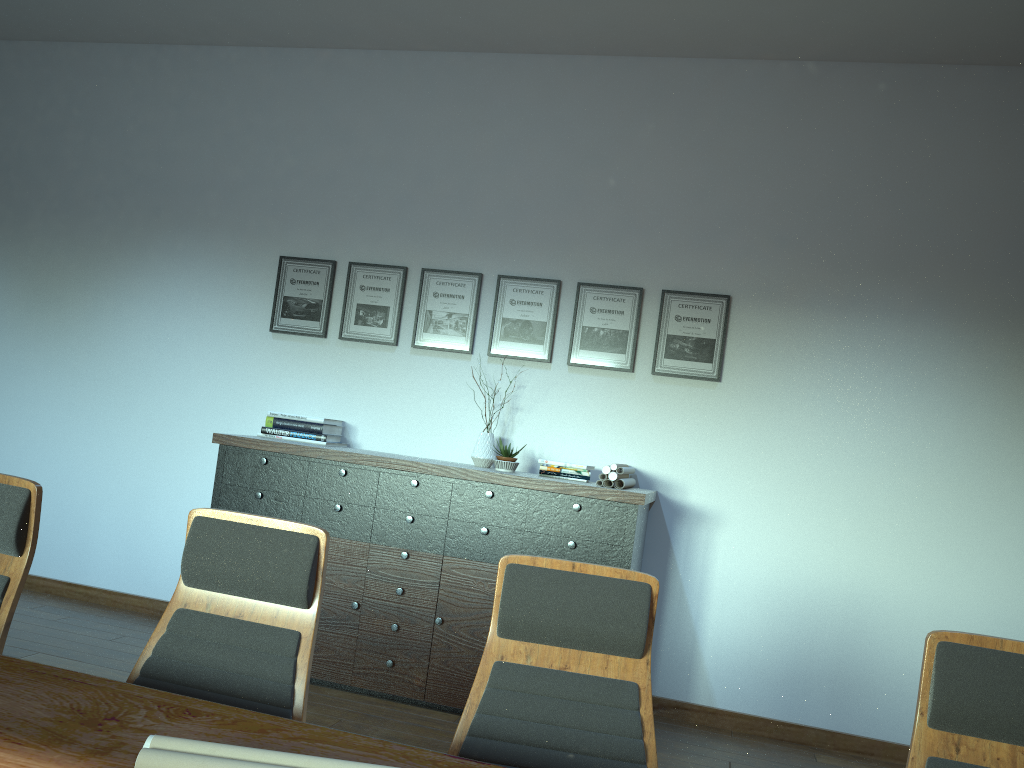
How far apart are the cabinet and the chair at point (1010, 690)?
2.39m

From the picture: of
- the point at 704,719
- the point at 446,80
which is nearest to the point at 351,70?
the point at 446,80

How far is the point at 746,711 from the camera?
4.8 meters

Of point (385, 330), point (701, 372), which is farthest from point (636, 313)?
point (385, 330)

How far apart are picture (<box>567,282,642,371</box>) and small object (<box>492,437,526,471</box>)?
0.7 meters

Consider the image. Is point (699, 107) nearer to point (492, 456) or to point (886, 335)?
point (886, 335)

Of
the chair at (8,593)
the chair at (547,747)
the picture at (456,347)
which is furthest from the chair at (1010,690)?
the picture at (456,347)

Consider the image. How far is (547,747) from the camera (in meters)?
2.03

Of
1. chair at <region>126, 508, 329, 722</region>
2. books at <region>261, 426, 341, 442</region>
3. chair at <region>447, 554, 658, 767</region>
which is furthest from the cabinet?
chair at <region>126, 508, 329, 722</region>

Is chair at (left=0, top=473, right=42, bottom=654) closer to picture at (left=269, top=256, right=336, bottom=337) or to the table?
the table
